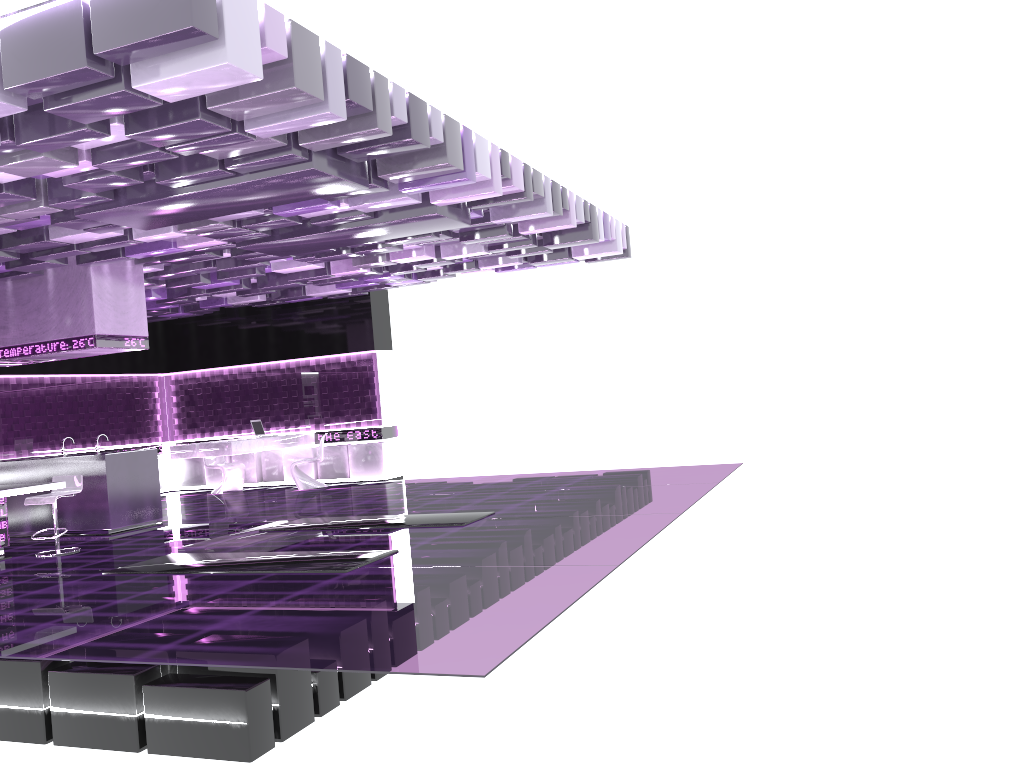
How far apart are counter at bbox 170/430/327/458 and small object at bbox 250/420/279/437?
0.4 meters

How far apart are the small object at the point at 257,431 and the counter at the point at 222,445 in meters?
0.4

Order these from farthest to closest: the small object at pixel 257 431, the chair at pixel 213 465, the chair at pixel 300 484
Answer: the chair at pixel 213 465, the small object at pixel 257 431, the chair at pixel 300 484

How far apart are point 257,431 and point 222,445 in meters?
1.2

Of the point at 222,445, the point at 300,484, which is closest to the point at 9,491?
the point at 222,445

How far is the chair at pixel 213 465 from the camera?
14.5 meters

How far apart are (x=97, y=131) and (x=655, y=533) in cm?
486

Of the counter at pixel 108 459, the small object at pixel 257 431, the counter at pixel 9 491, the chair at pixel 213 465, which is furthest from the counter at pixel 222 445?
the counter at pixel 9 491

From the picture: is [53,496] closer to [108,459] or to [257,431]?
[108,459]

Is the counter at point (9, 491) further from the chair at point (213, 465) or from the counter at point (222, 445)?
the chair at point (213, 465)
